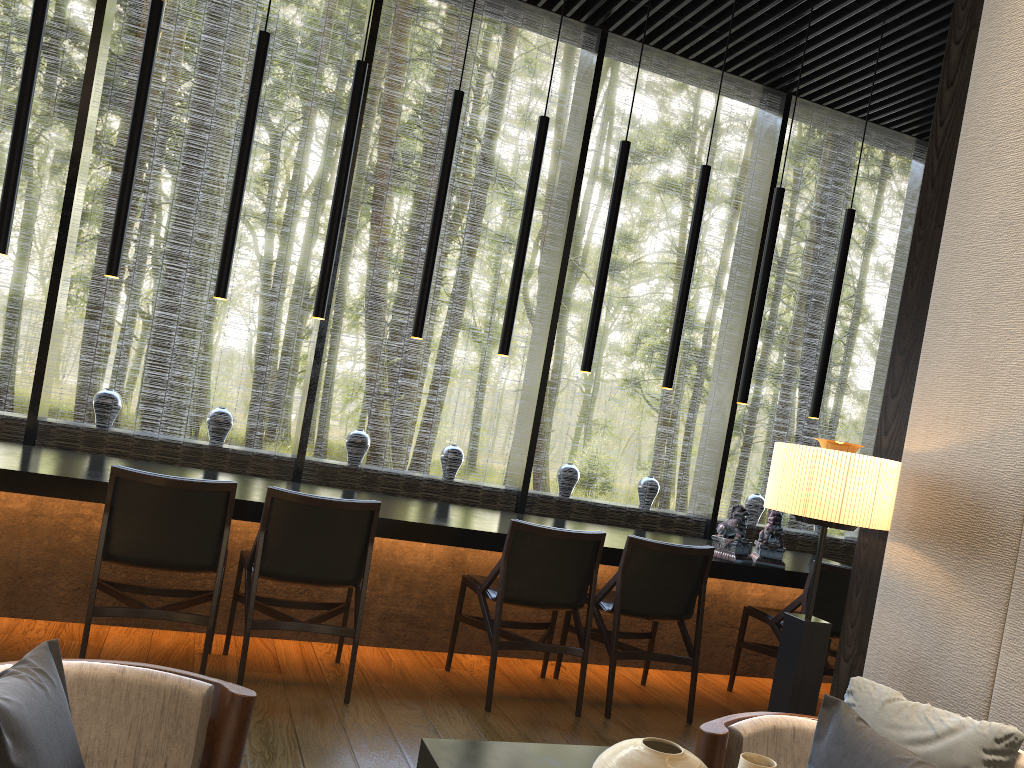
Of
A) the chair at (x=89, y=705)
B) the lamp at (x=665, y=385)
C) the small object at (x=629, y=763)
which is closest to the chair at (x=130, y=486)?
the chair at (x=89, y=705)

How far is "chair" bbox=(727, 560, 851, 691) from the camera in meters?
4.4

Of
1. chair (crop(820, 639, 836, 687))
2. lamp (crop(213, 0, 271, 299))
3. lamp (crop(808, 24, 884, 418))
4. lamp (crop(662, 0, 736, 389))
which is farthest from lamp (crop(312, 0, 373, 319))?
chair (crop(820, 639, 836, 687))

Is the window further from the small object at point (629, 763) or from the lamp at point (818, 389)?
the small object at point (629, 763)

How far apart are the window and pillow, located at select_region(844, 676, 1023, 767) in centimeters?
376cm

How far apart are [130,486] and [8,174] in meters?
1.6

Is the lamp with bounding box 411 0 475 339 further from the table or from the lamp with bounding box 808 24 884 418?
the table

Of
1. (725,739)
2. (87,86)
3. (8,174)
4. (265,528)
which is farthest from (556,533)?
(87,86)

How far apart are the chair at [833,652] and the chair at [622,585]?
1.1 meters

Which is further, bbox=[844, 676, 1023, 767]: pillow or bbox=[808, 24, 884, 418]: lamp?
bbox=[808, 24, 884, 418]: lamp
